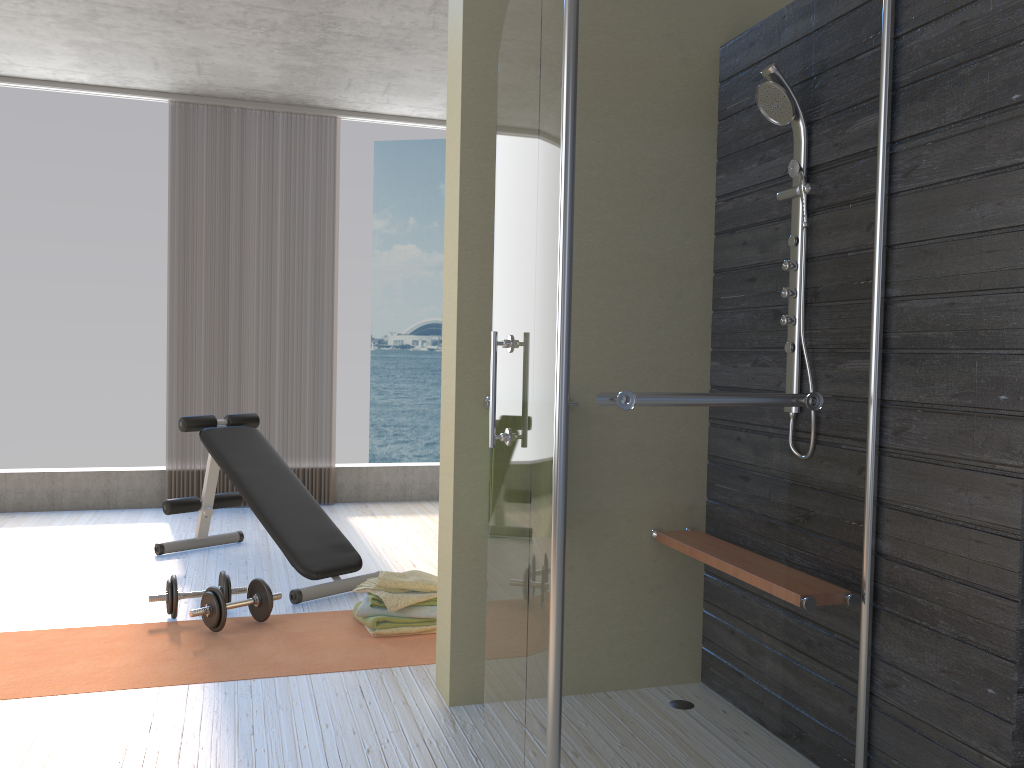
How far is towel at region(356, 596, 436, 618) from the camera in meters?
3.4

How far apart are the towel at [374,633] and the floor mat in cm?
2

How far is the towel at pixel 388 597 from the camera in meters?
3.4

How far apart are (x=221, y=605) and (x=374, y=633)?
0.6 meters

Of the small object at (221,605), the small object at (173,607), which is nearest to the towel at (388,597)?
the small object at (221,605)

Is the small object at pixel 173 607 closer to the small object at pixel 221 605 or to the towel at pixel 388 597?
the small object at pixel 221 605

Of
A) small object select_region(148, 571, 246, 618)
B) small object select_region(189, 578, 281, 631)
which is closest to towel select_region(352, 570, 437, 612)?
small object select_region(189, 578, 281, 631)

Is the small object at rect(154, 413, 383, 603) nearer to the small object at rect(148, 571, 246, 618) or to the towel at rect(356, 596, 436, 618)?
the small object at rect(148, 571, 246, 618)

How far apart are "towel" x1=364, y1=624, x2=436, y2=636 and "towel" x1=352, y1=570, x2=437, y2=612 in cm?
8

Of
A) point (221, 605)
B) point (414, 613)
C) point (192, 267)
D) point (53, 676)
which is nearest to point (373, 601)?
point (414, 613)
